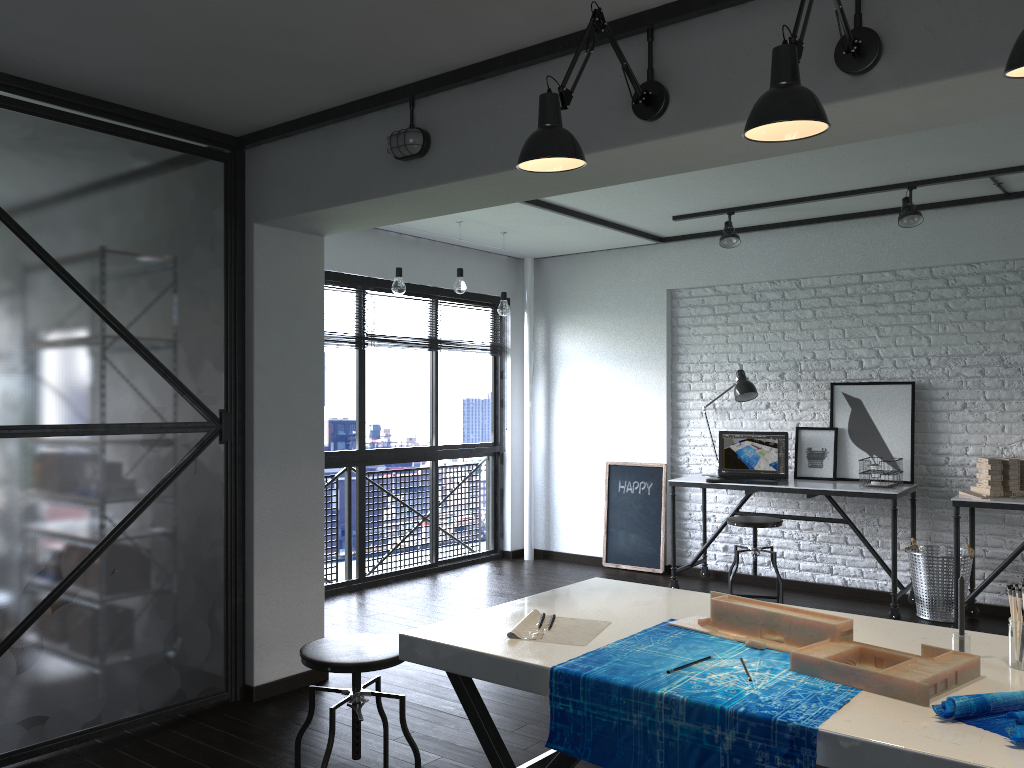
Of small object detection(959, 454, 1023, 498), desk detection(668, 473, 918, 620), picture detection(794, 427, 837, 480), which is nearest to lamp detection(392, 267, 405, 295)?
desk detection(668, 473, 918, 620)

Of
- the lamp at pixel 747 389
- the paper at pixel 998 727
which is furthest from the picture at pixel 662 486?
the paper at pixel 998 727

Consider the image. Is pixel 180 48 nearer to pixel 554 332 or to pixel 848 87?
pixel 848 87

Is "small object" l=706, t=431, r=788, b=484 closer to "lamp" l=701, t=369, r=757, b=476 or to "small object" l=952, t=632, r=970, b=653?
"lamp" l=701, t=369, r=757, b=476

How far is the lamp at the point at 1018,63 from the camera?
1.4m

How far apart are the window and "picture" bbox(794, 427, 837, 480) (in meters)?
2.30

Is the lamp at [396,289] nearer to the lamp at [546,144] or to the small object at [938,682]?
the lamp at [546,144]

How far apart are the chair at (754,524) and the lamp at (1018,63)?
3.69m

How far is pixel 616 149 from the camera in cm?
258

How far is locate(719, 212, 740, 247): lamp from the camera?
5.4 meters
